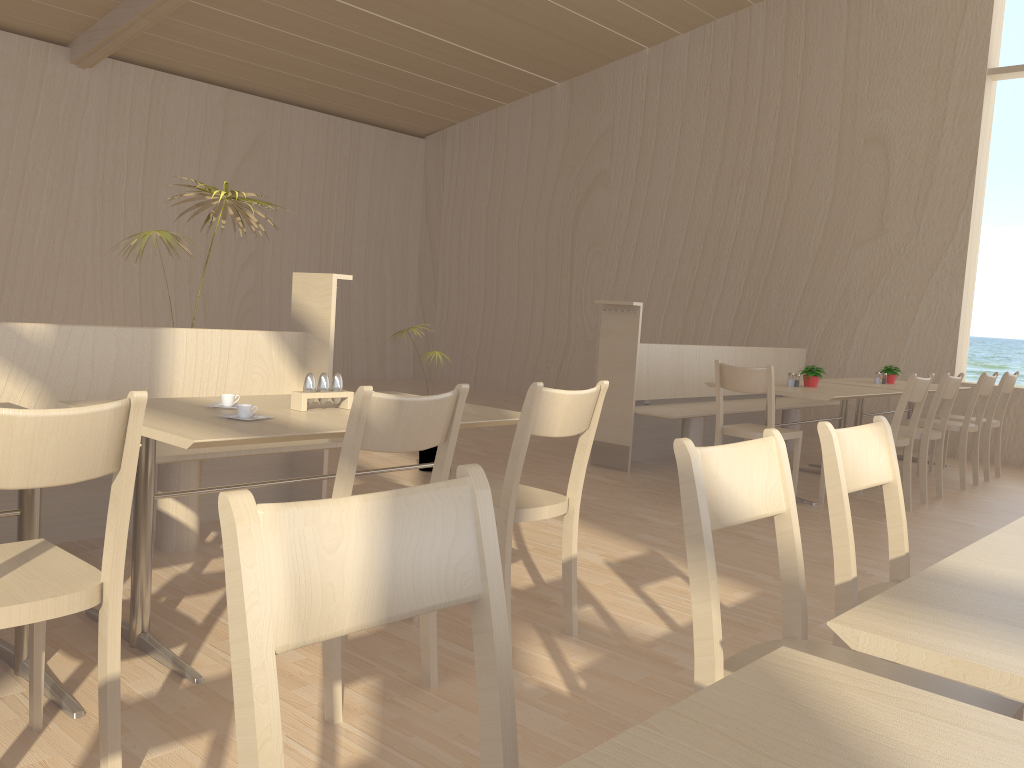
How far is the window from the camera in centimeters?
716cm

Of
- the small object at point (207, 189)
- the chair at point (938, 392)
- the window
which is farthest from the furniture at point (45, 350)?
the window

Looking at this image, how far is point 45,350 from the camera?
3.2m

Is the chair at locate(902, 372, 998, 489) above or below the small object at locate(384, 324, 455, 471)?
above

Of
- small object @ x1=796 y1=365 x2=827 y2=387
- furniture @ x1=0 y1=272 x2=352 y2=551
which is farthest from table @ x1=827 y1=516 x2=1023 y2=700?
small object @ x1=796 y1=365 x2=827 y2=387

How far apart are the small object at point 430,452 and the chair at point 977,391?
3.4m

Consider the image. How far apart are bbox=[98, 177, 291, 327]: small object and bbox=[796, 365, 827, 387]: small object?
3.4 meters

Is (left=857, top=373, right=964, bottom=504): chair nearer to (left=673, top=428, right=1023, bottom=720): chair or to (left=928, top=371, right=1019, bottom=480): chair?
Answer: (left=928, top=371, right=1019, bottom=480): chair

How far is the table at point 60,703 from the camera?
2.0 meters

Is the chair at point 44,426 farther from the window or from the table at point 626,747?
the window
